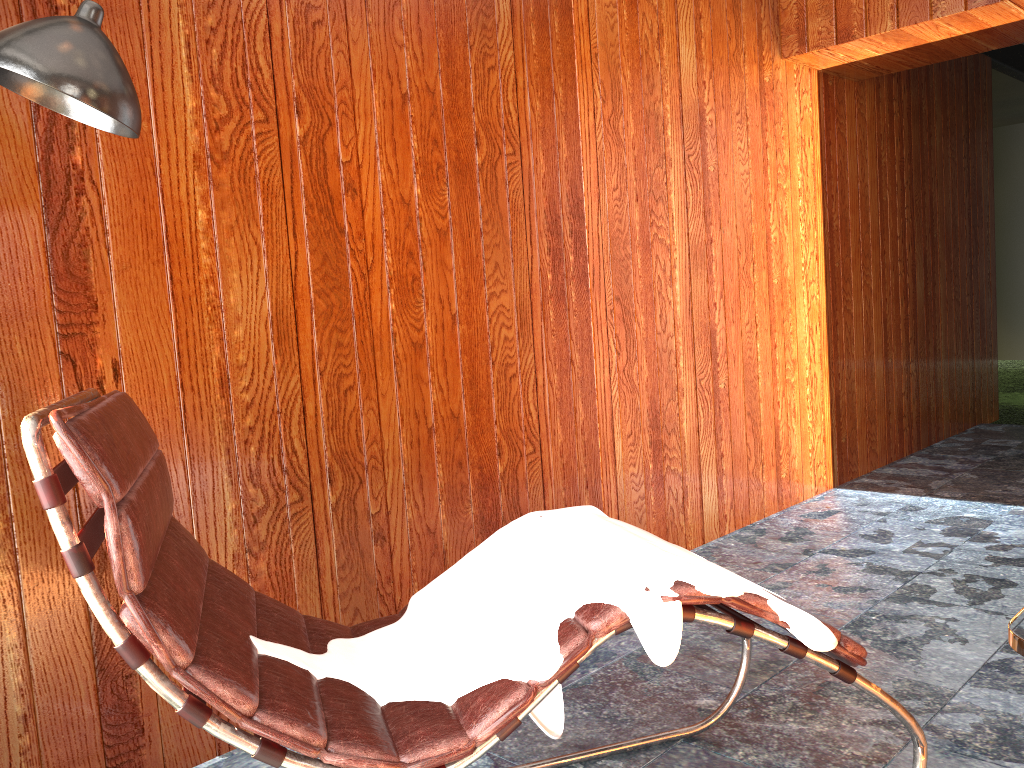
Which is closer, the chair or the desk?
the desk

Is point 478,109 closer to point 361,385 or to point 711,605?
point 361,385

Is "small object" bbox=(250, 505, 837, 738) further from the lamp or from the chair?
the lamp

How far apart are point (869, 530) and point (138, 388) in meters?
2.8

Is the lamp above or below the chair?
above

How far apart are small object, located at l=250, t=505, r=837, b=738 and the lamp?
0.9 meters

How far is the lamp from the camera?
1.3m

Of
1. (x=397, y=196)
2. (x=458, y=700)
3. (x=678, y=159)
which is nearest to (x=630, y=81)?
(x=678, y=159)

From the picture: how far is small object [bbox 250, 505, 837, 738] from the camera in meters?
1.3 m

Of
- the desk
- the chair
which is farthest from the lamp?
the desk
